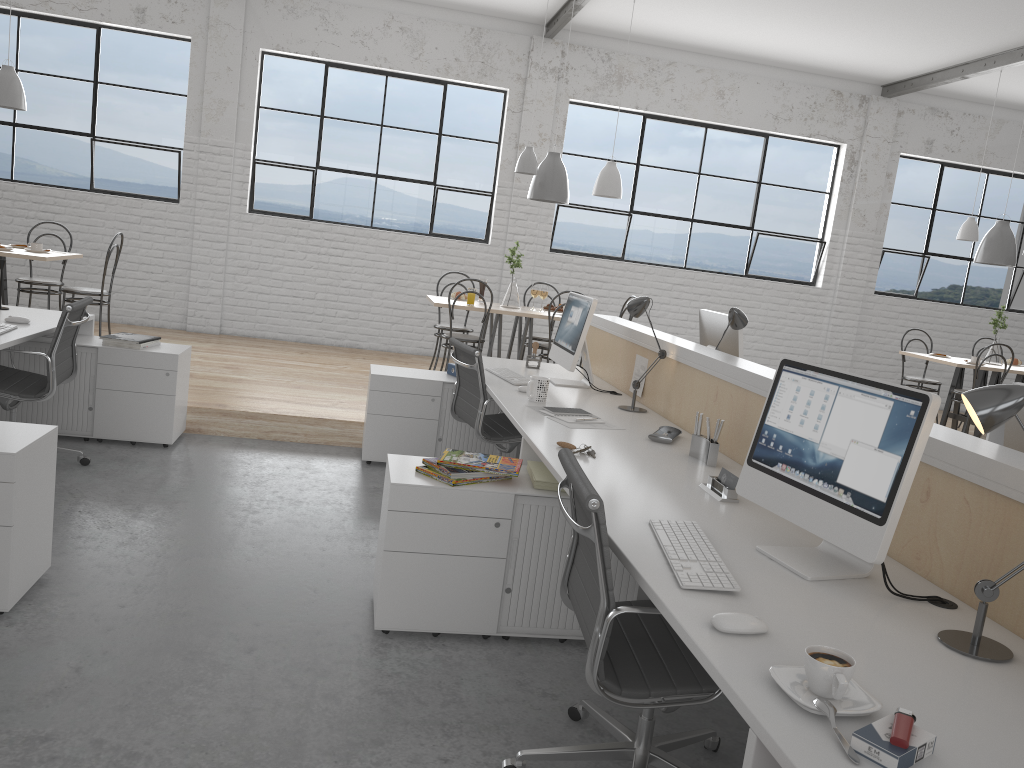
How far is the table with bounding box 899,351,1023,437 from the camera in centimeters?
579cm

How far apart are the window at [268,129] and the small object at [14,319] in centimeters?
332cm

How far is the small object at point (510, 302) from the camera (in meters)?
5.45

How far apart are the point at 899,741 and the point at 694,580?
0.51m

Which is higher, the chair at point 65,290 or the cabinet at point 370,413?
the chair at point 65,290

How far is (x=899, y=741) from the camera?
1.0 meters

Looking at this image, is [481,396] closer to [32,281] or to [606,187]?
[606,187]

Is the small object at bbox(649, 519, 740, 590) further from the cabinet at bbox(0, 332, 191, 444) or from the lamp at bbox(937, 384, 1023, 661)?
the cabinet at bbox(0, 332, 191, 444)

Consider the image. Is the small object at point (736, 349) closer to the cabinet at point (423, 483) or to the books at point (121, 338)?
the cabinet at point (423, 483)

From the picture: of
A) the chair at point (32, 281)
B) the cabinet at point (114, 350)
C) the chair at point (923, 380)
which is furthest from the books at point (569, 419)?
the chair at point (923, 380)
